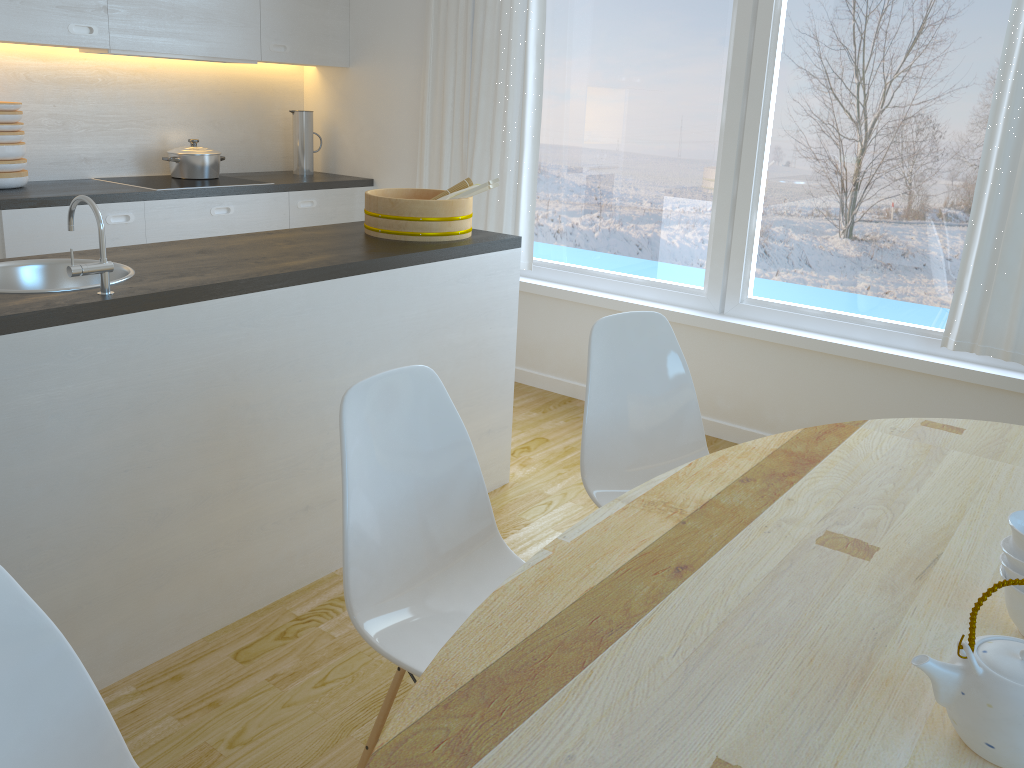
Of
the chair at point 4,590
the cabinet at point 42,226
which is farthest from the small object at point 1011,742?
the cabinet at point 42,226

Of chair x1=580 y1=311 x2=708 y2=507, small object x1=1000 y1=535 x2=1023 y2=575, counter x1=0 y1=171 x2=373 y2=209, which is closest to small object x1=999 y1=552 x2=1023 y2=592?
small object x1=1000 y1=535 x2=1023 y2=575

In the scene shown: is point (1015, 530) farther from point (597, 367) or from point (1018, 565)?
point (597, 367)

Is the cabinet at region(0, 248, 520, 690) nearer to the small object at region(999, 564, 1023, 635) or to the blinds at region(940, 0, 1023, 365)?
the blinds at region(940, 0, 1023, 365)

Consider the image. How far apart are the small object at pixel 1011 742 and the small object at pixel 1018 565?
0.2m

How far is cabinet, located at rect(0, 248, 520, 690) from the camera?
1.9m

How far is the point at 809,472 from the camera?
1.8 meters

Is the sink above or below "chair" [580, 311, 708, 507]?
above

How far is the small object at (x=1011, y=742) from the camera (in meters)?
0.97

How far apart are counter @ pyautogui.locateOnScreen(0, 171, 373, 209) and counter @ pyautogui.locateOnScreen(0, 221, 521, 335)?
1.24m
